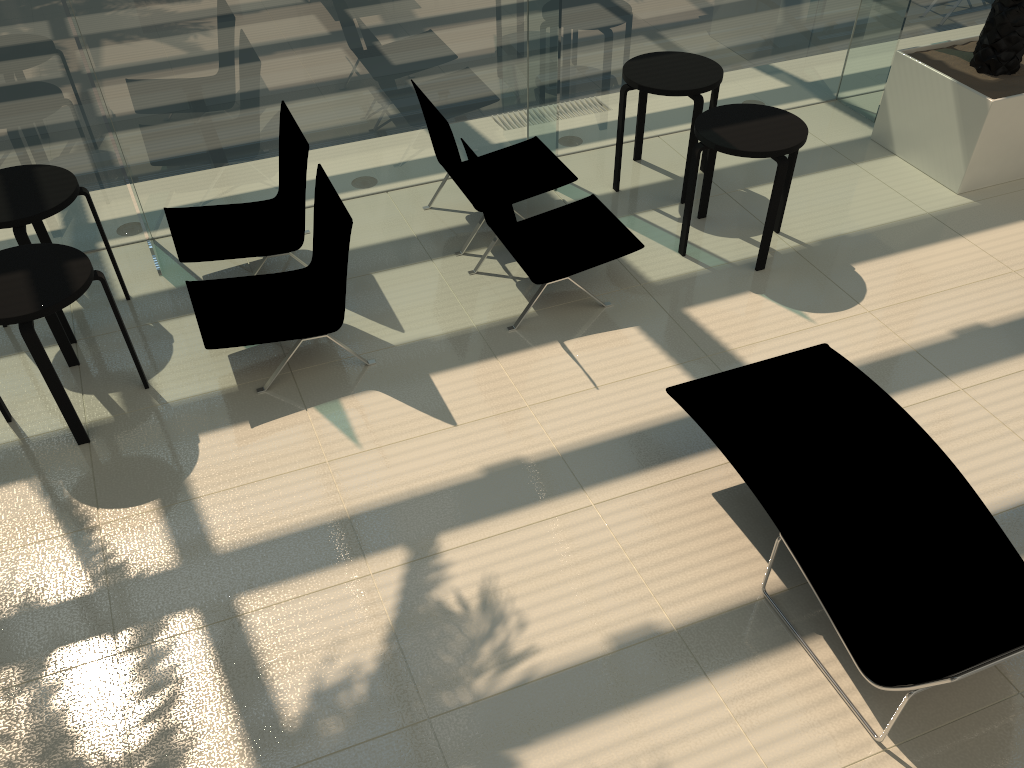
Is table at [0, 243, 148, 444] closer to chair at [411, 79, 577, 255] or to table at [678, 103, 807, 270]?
chair at [411, 79, 577, 255]

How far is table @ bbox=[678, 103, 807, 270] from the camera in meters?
5.4 m

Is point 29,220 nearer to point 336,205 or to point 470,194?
point 336,205

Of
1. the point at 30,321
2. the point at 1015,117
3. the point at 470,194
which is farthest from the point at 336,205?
the point at 1015,117

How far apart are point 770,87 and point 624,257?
2.7 meters

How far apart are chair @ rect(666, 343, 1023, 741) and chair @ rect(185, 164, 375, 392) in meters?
1.9 m

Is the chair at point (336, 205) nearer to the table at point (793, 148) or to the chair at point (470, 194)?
the chair at point (470, 194)

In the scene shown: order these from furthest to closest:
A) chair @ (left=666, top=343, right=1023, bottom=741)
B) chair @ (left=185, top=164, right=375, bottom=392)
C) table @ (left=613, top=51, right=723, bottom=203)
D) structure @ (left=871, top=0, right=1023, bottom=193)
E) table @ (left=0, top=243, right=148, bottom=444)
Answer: structure @ (left=871, top=0, right=1023, bottom=193)
table @ (left=613, top=51, right=723, bottom=203)
chair @ (left=185, top=164, right=375, bottom=392)
table @ (left=0, top=243, right=148, bottom=444)
chair @ (left=666, top=343, right=1023, bottom=741)

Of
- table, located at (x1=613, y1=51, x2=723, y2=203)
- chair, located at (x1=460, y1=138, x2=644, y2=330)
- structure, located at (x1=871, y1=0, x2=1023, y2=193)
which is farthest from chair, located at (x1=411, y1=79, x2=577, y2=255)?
structure, located at (x1=871, y1=0, x2=1023, y2=193)

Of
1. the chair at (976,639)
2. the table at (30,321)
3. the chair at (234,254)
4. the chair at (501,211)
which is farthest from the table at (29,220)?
the chair at (976,639)
